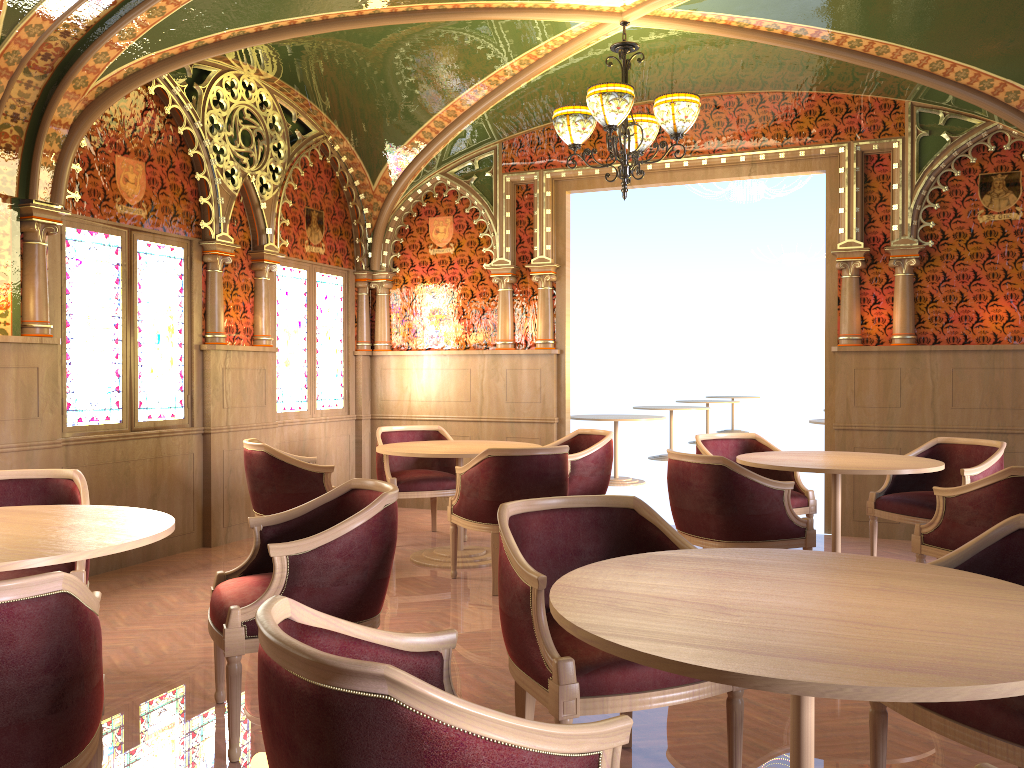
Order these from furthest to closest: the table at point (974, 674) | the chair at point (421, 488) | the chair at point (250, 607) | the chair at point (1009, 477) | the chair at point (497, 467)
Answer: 1. the chair at point (421, 488)
2. the chair at point (497, 467)
3. the chair at point (1009, 477)
4. the chair at point (250, 607)
5. the table at point (974, 674)

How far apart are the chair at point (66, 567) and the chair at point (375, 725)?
2.1 meters

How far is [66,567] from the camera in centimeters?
358cm

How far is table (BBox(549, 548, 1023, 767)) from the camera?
1.5m

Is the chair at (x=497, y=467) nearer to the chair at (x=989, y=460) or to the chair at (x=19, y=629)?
the chair at (x=989, y=460)

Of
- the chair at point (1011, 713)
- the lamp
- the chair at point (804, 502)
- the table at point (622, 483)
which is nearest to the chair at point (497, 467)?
the chair at point (804, 502)

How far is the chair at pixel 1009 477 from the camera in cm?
408

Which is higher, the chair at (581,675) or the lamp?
the lamp

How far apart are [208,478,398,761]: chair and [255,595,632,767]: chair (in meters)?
1.17

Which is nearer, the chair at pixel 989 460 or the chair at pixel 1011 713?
the chair at pixel 1011 713
